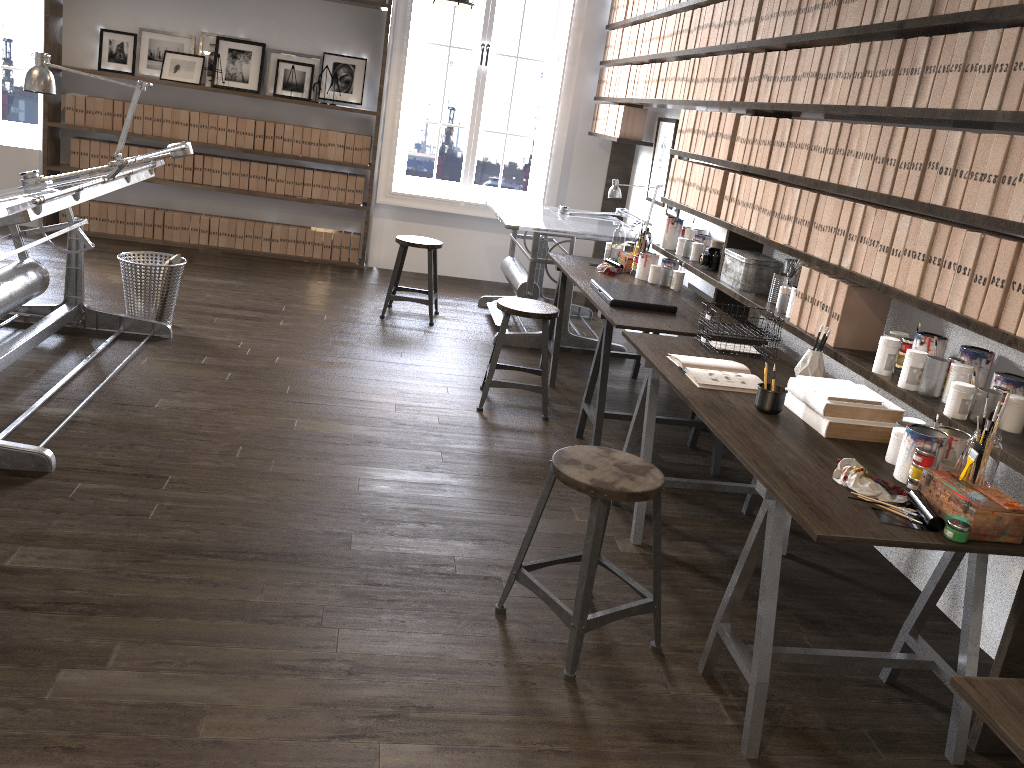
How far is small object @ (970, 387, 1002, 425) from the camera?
2.4 meters

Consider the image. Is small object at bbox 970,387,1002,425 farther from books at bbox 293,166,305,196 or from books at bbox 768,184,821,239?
books at bbox 293,166,305,196

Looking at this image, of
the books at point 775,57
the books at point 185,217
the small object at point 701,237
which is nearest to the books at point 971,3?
the books at point 775,57

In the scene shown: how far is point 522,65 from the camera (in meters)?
10.52

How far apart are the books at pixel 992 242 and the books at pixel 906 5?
0.9 meters

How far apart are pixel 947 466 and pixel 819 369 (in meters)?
0.89

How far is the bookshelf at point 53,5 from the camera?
6.4m

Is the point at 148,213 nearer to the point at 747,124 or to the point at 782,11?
the point at 747,124

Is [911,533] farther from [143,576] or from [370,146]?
[370,146]

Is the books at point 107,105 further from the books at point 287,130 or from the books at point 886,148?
the books at point 886,148
